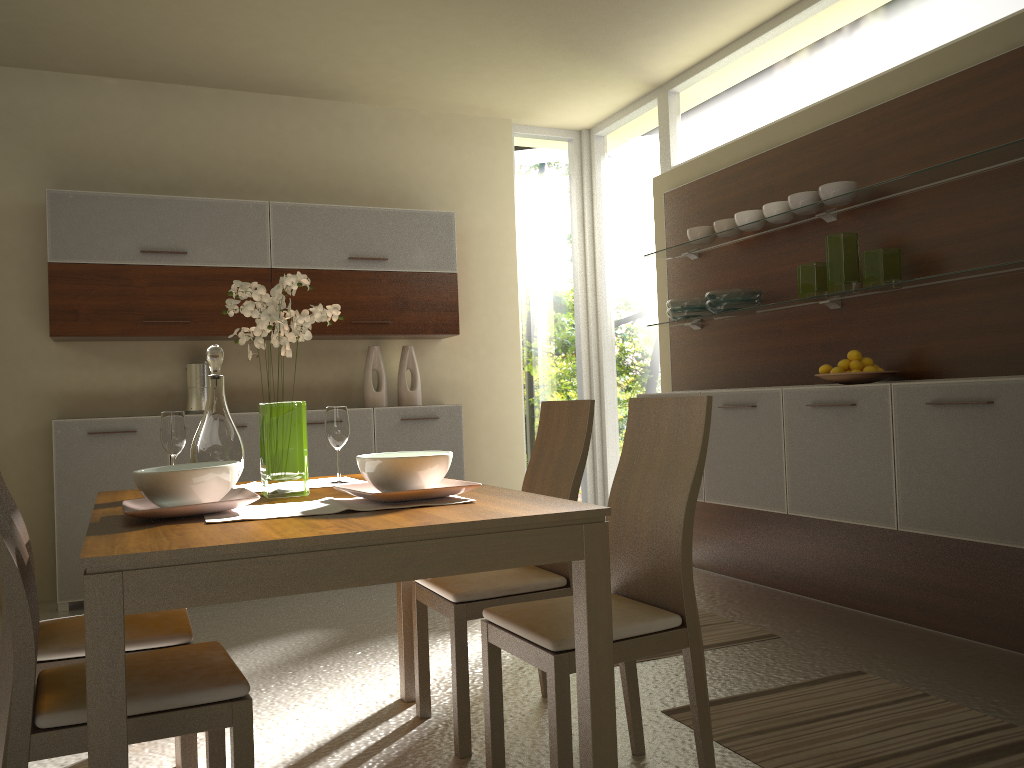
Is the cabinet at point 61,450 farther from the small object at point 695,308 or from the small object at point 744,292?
the small object at point 744,292

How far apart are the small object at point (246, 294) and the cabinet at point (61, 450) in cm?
268

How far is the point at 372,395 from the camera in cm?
550

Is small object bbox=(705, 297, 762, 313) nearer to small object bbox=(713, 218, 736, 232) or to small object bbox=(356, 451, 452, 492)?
small object bbox=(713, 218, 736, 232)

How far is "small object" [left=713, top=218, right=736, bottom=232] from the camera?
4.6m

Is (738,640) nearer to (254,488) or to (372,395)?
(254,488)

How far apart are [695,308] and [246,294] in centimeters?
296cm

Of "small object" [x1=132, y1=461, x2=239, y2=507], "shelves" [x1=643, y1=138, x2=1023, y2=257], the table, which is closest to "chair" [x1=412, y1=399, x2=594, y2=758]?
the table

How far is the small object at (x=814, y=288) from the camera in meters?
4.0 m

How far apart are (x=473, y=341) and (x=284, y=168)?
1.6 meters
